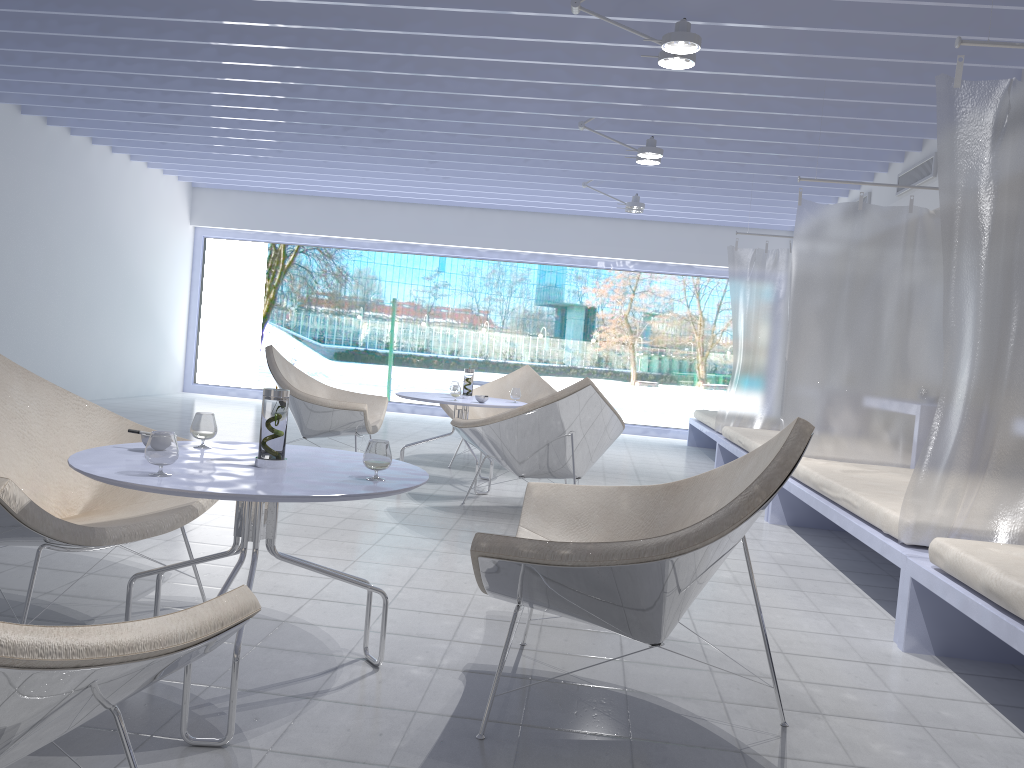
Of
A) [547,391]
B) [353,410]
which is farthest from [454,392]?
[547,391]

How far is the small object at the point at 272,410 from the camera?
2.08m

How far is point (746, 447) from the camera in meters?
6.0

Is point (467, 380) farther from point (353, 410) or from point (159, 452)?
point (159, 452)

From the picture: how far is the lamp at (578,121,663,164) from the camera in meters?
5.9 m

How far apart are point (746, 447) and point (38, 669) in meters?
5.4 m

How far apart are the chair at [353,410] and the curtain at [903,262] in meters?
2.4 m

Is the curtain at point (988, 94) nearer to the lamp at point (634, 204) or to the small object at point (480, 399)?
the small object at point (480, 399)

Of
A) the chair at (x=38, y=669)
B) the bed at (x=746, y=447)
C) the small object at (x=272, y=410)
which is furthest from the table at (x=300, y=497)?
the bed at (x=746, y=447)

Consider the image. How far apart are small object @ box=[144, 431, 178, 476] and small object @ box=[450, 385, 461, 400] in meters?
3.3 m
